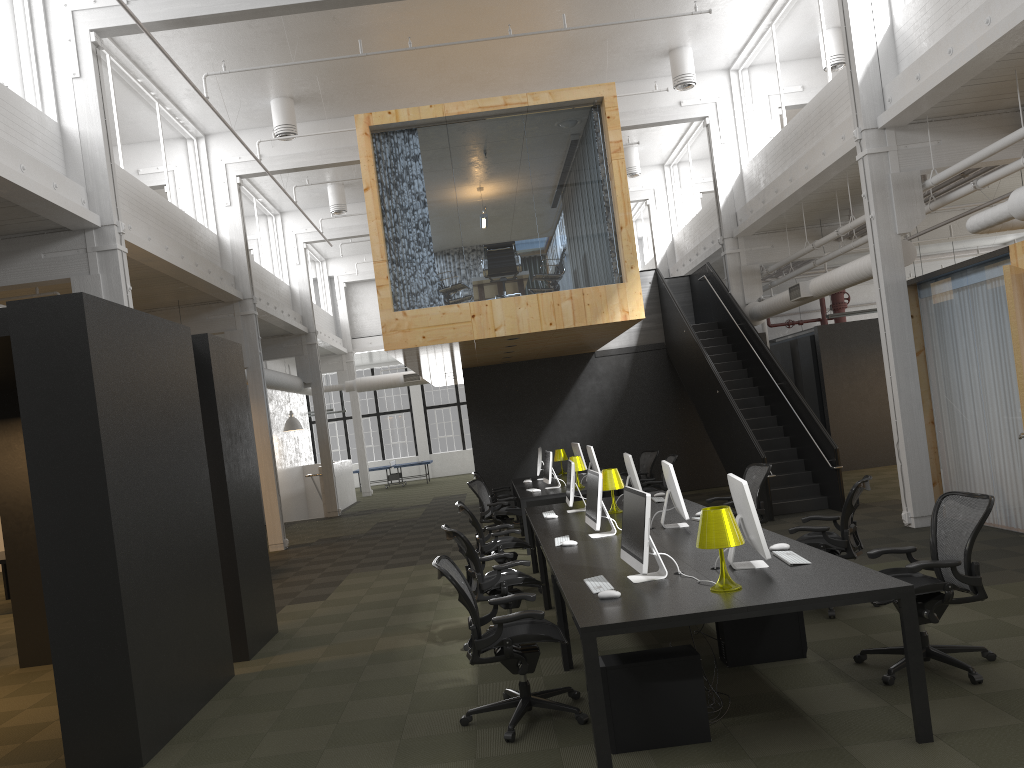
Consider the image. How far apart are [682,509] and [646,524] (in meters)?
2.09

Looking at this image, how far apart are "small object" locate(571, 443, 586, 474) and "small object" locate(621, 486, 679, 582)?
8.9 meters

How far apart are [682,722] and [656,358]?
12.9m

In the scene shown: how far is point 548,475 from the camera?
12.28m

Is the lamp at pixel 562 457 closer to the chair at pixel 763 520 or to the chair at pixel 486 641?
the chair at pixel 763 520

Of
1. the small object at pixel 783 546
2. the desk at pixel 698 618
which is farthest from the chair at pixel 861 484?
the small object at pixel 783 546

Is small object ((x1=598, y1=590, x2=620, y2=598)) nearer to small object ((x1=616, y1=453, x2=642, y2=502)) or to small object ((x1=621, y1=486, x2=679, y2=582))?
small object ((x1=621, y1=486, x2=679, y2=582))

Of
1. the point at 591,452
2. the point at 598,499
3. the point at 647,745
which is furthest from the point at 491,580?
the point at 591,452

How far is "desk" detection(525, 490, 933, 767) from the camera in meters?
4.2

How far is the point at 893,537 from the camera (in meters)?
9.62
